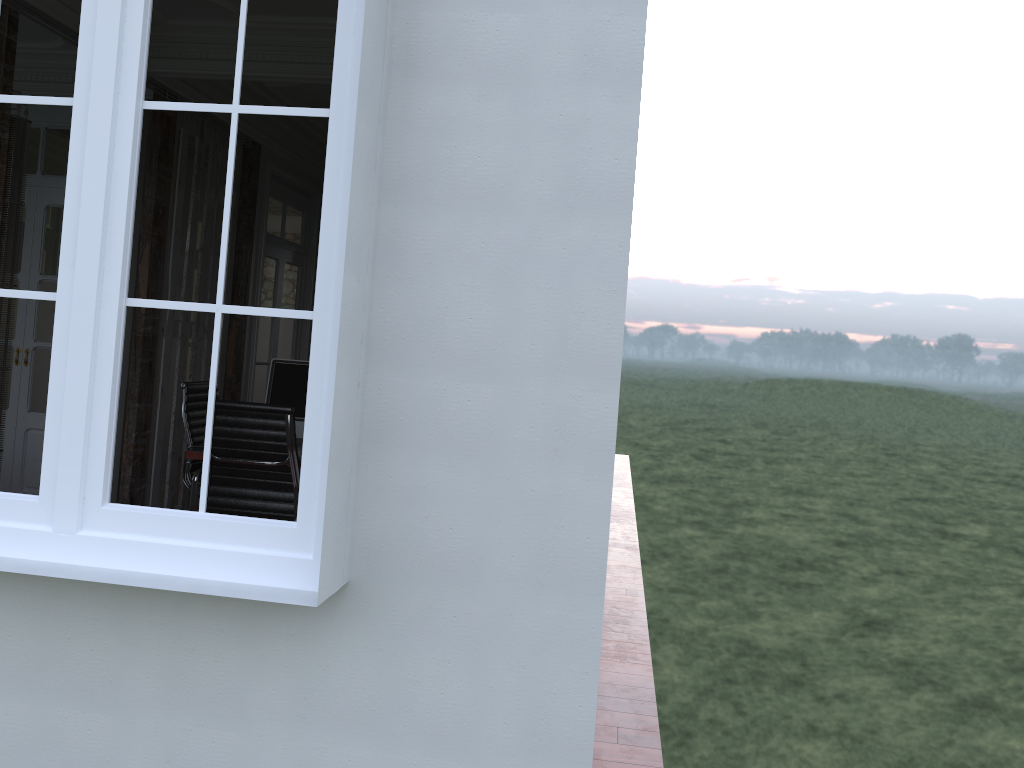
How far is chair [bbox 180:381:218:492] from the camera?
5.2m

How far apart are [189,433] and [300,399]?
0.9m

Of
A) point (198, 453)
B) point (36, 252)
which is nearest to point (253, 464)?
point (198, 453)

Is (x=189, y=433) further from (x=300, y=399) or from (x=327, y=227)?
(x=327, y=227)

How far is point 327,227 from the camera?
2.3 meters

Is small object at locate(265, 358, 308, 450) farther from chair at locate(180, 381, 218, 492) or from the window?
the window

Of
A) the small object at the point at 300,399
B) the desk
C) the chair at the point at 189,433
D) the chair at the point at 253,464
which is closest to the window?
the chair at the point at 253,464

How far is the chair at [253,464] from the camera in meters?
4.1

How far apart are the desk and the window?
2.0m

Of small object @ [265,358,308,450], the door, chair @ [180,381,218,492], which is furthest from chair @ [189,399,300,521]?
the door
